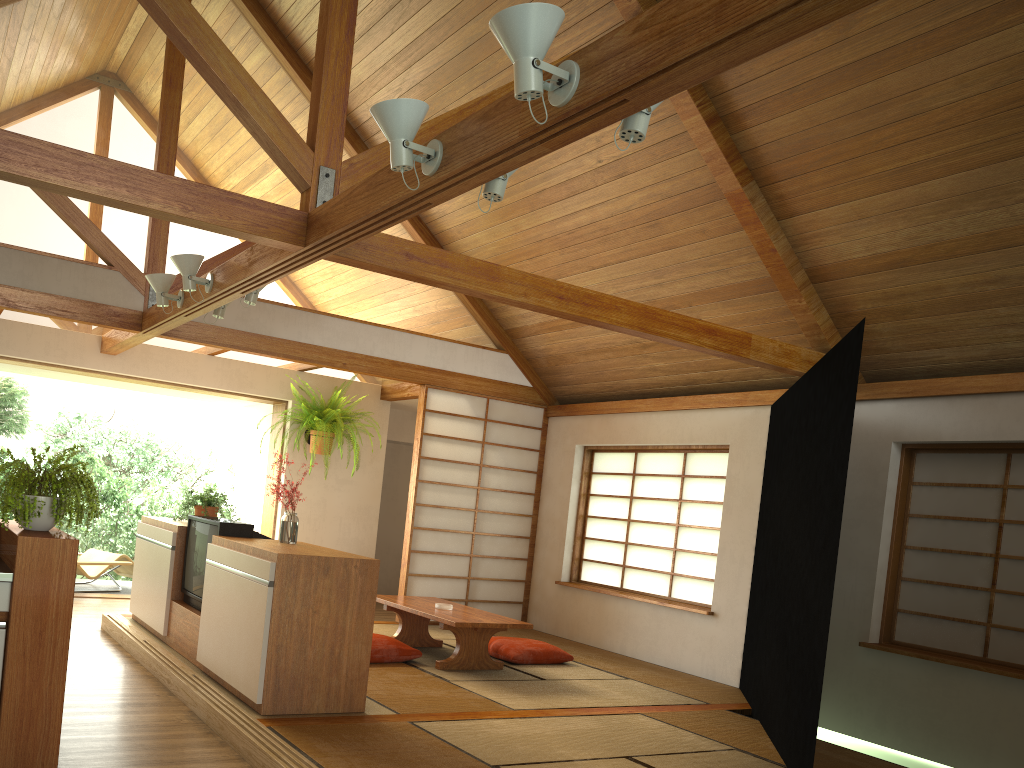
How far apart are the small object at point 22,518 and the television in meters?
1.4

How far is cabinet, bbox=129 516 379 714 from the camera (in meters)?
3.88

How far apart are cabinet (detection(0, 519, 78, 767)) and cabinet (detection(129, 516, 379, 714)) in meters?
0.9

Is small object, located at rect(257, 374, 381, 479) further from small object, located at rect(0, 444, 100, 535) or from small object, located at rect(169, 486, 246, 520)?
small object, located at rect(0, 444, 100, 535)

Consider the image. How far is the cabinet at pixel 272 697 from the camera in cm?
388

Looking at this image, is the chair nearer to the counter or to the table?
the table

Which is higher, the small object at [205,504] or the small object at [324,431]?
the small object at [324,431]

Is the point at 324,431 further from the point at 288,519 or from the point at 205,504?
the point at 288,519

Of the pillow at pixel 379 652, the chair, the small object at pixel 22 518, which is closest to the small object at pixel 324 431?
the chair

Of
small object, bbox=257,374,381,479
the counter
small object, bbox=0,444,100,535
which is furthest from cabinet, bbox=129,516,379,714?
small object, bbox=257,374,381,479
